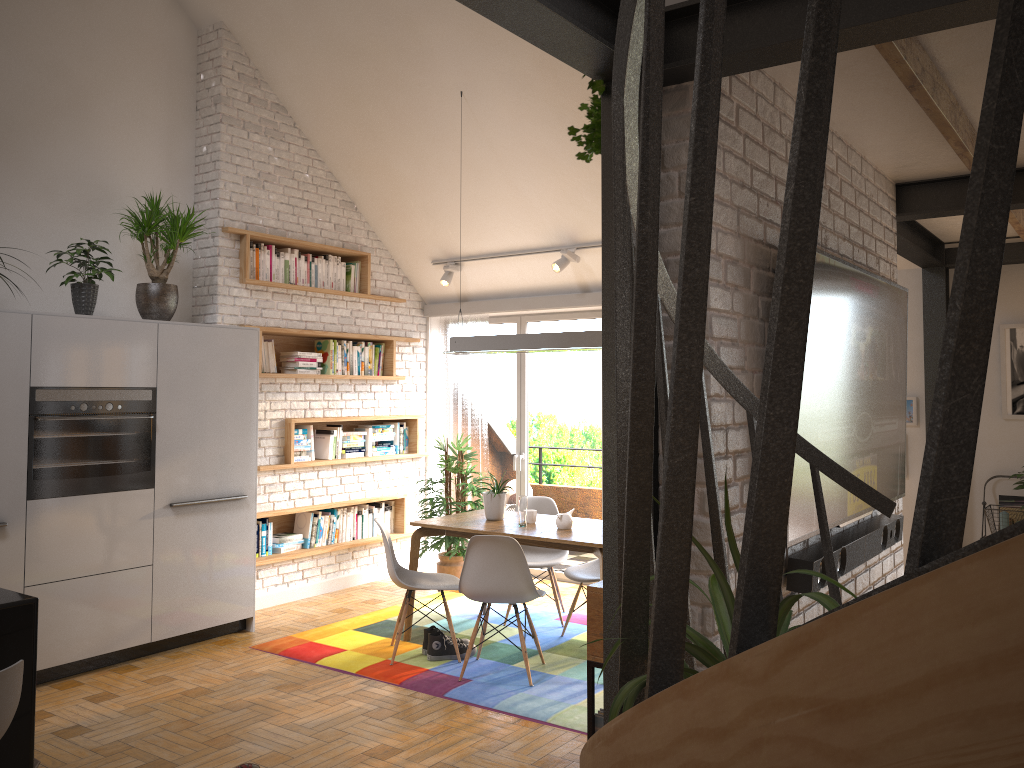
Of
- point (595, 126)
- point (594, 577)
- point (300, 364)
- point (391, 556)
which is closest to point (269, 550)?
point (300, 364)

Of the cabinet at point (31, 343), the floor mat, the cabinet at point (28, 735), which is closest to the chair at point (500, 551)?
the floor mat

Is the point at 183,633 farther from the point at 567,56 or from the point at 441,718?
the point at 567,56

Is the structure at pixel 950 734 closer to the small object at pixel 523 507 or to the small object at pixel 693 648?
the small object at pixel 693 648

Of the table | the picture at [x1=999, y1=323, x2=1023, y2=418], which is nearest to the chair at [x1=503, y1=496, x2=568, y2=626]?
the table

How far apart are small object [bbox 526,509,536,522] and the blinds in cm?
211

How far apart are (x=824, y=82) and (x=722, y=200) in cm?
142

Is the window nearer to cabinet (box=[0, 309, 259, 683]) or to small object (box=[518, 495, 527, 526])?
small object (box=[518, 495, 527, 526])

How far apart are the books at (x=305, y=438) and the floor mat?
Answer: 1.4m

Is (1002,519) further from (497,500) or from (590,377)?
(590,377)
